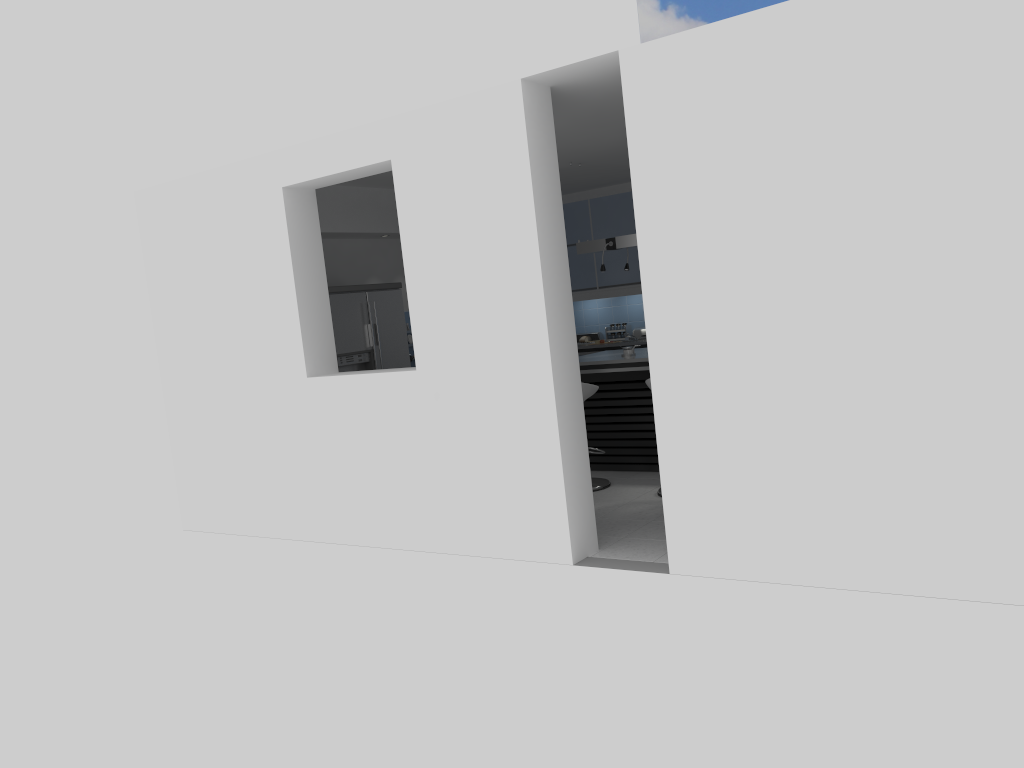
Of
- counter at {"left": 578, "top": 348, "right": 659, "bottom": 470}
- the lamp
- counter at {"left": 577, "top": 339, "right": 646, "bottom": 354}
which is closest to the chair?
counter at {"left": 578, "top": 348, "right": 659, "bottom": 470}

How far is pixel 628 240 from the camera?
7.7 meters

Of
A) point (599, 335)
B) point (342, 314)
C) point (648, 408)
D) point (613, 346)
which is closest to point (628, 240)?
point (648, 408)

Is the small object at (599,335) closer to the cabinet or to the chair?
the cabinet

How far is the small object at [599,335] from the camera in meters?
10.5 m

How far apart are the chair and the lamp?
1.44m

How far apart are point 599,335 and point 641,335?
0.6m

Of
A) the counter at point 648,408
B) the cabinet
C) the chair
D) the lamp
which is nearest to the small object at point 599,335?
the cabinet

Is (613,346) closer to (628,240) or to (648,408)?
(628,240)

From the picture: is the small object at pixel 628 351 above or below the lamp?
below
